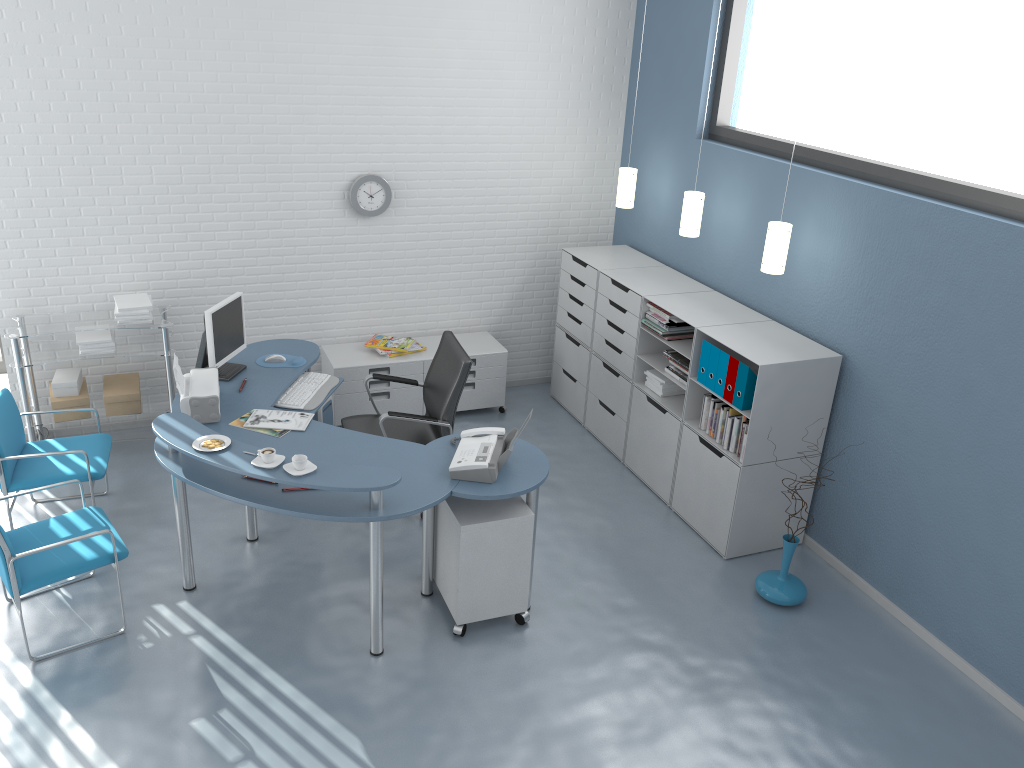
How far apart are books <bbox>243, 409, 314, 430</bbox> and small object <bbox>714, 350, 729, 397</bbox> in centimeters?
215cm

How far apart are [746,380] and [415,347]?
→ 2.4m

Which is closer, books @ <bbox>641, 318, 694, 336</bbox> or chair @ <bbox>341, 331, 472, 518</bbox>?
chair @ <bbox>341, 331, 472, 518</bbox>

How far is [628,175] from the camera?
5.9m

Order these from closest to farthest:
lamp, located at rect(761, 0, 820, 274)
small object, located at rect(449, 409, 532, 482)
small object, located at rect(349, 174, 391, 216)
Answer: small object, located at rect(449, 409, 532, 482) < lamp, located at rect(761, 0, 820, 274) < small object, located at rect(349, 174, 391, 216)

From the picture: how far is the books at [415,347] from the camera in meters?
6.1

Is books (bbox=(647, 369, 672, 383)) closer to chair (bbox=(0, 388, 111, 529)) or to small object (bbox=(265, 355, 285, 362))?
small object (bbox=(265, 355, 285, 362))

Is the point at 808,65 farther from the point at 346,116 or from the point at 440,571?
the point at 440,571

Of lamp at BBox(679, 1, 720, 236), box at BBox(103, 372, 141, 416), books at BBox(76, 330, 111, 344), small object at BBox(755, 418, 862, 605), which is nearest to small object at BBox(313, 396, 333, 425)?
box at BBox(103, 372, 141, 416)

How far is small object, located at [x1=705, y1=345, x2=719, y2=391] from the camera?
4.7m
